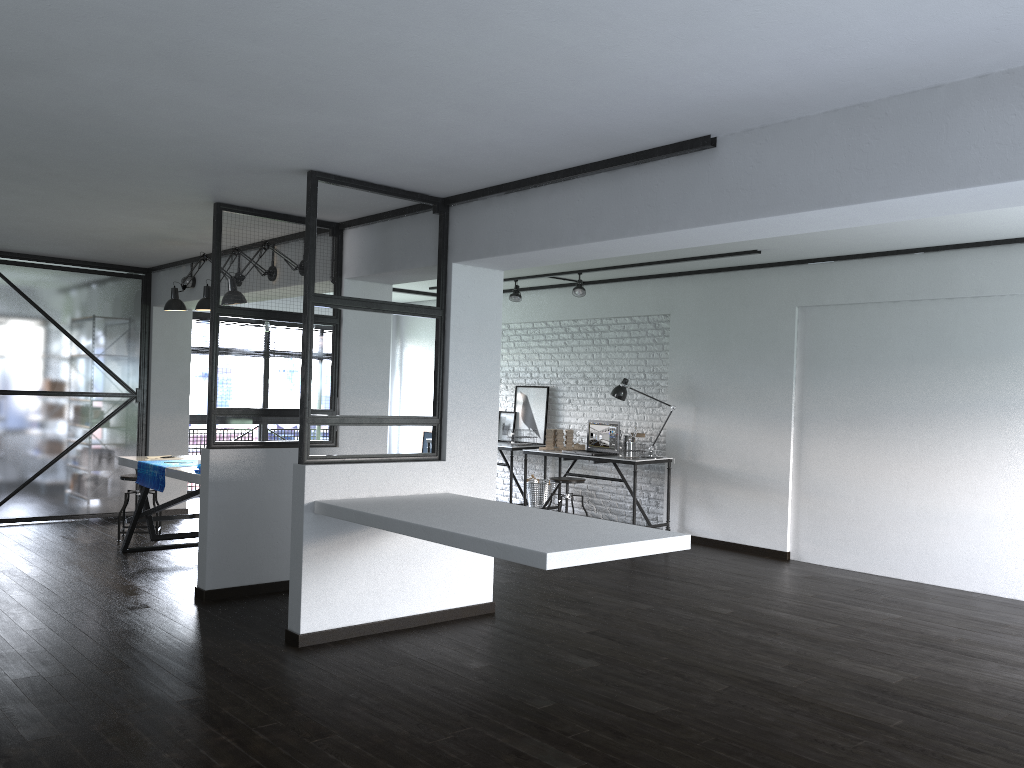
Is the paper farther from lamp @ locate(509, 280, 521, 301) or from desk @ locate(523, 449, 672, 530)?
lamp @ locate(509, 280, 521, 301)

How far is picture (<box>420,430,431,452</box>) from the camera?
10.7m

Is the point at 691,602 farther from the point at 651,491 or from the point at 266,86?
the point at 266,86

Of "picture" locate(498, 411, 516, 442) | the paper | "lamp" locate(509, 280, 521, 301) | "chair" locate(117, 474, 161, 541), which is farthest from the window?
the paper

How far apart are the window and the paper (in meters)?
3.82

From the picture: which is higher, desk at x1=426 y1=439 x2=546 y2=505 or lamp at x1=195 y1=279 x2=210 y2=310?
lamp at x1=195 y1=279 x2=210 y2=310

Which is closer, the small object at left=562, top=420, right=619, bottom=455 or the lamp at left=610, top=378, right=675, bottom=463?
the lamp at left=610, top=378, right=675, bottom=463

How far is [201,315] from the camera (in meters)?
9.75

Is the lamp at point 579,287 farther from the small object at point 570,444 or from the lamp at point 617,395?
the small object at point 570,444

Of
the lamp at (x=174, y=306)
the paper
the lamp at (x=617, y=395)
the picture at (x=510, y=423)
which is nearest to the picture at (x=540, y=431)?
the picture at (x=510, y=423)
